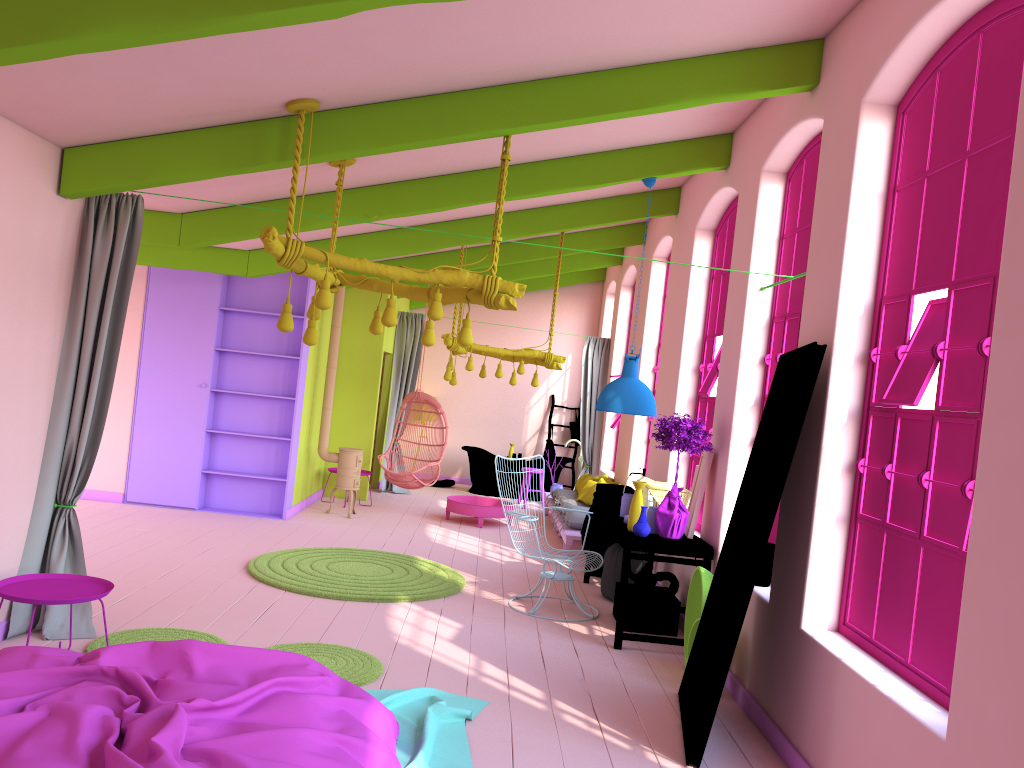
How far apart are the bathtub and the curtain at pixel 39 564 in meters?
8.9 m

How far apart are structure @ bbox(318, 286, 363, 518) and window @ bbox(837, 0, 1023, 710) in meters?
7.2

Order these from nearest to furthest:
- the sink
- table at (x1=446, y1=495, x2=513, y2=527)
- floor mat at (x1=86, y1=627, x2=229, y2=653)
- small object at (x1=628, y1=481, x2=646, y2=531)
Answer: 1. floor mat at (x1=86, y1=627, x2=229, y2=653)
2. small object at (x1=628, y1=481, x2=646, y2=531)
3. the sink
4. table at (x1=446, y1=495, x2=513, y2=527)

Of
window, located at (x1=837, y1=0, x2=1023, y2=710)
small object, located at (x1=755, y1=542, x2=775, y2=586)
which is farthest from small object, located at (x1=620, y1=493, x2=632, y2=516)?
window, located at (x1=837, y1=0, x2=1023, y2=710)

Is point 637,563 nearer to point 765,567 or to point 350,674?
point 765,567

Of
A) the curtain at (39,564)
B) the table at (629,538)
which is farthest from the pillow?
the curtain at (39,564)

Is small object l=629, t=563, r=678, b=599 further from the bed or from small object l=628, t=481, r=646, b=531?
the bed

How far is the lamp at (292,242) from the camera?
5.1m

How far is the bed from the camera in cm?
314

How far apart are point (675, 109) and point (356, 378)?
7.73m
